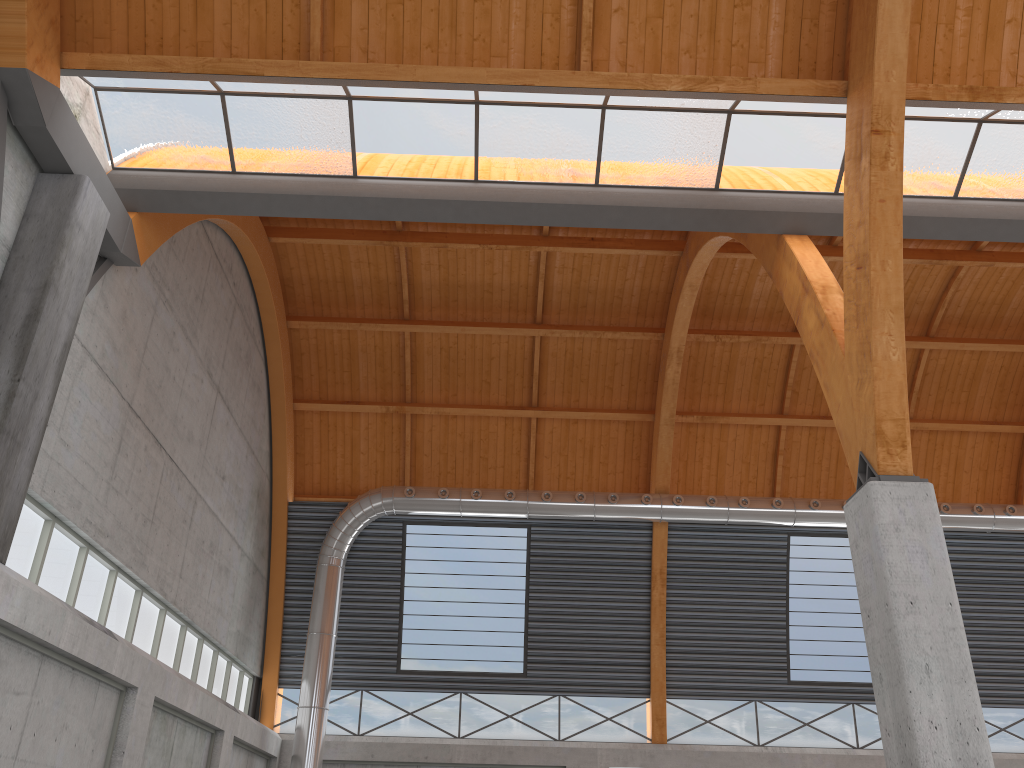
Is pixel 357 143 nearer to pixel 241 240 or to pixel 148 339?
pixel 148 339
